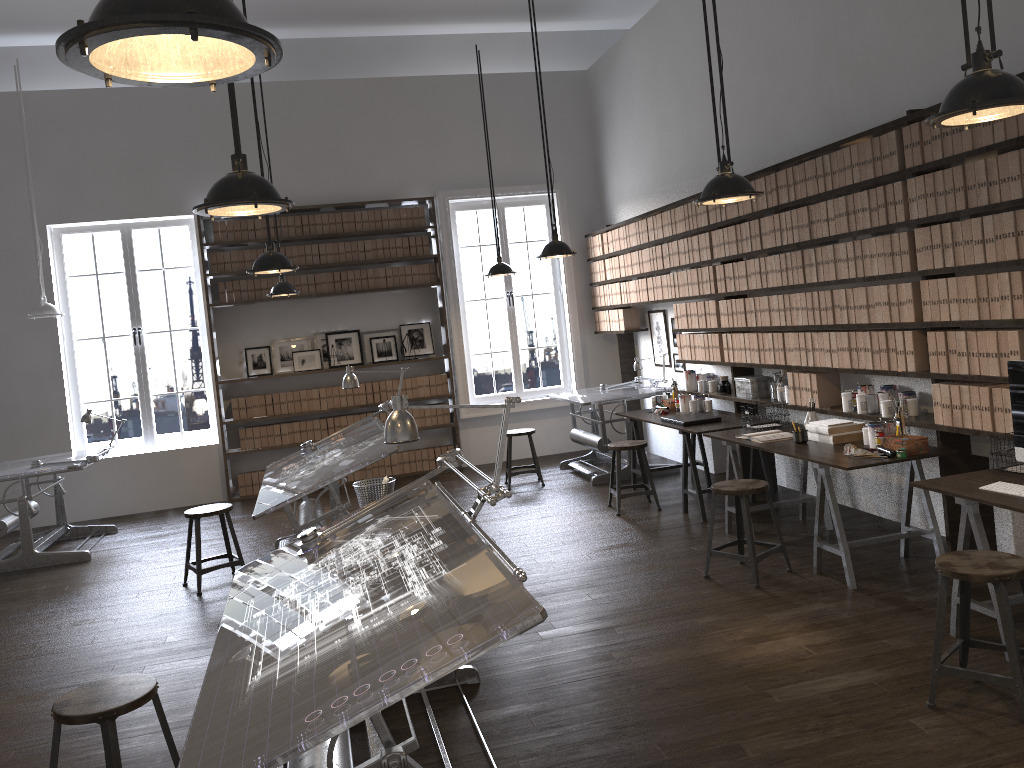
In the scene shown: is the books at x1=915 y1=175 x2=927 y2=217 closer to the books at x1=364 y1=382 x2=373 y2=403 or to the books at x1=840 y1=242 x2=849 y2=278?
the books at x1=840 y1=242 x2=849 y2=278

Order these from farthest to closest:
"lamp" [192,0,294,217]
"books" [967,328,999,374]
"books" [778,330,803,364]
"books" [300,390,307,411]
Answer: "books" [300,390,307,411], "books" [778,330,803,364], "books" [967,328,999,374], "lamp" [192,0,294,217]

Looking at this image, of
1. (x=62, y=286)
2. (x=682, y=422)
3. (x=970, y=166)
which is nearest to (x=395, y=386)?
(x=62, y=286)

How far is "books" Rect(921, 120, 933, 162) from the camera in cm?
451

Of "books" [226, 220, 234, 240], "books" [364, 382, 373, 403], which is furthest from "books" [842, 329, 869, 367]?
"books" [226, 220, 234, 240]

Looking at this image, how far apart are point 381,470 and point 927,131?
6.65m

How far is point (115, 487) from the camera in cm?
907

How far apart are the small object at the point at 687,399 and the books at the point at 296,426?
4.26m

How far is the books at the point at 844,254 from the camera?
5.3 meters

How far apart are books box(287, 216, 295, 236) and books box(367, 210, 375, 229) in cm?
84
